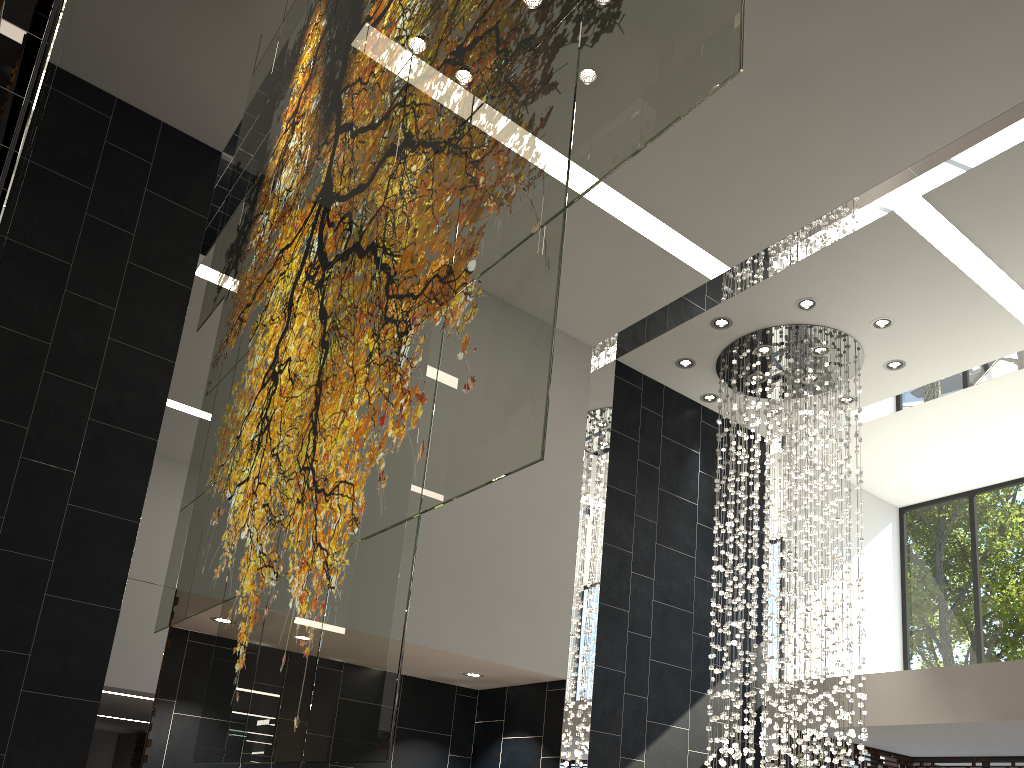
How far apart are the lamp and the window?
2.2m

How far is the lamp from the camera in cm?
755

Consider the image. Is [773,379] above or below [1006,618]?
above

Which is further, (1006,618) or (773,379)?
(1006,618)

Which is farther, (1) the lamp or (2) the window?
(2) the window

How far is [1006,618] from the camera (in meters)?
9.35

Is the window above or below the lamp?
below

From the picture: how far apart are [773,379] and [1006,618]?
4.4 meters

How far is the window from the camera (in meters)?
9.35
